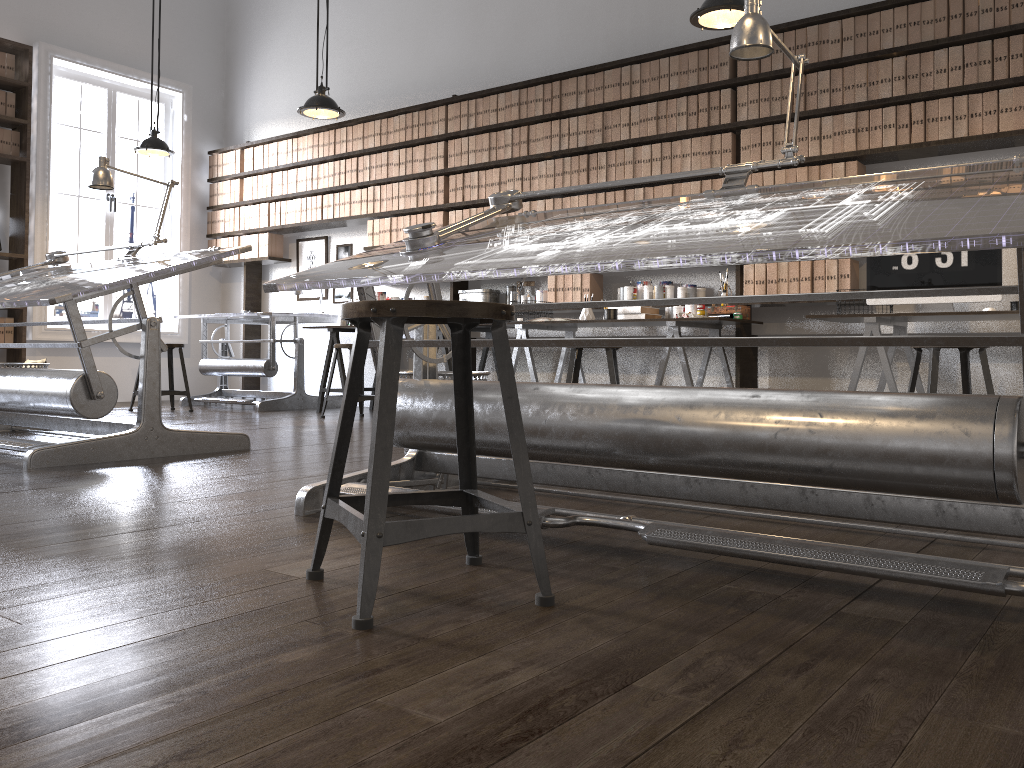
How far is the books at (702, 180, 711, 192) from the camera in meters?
5.5 m

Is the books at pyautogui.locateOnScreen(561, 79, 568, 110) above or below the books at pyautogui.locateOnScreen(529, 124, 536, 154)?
above

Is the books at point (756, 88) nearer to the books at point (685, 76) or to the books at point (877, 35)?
the books at point (685, 76)

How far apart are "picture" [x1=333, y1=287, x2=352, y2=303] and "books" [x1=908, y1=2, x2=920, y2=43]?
4.80m

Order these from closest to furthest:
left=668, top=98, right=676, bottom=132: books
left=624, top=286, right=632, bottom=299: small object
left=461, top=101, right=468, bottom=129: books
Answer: left=668, top=98, right=676, bottom=132: books, left=624, top=286, right=632, bottom=299: small object, left=461, top=101, right=468, bottom=129: books

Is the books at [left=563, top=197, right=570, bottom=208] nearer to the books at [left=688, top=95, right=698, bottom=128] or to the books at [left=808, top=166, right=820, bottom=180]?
the books at [left=688, top=95, right=698, bottom=128]

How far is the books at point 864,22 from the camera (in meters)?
4.93

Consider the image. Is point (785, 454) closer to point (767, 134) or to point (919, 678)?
point (919, 678)

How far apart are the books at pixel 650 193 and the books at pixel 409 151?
2.2m

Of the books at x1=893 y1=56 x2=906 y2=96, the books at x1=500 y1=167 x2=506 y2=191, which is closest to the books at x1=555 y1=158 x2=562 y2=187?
the books at x1=500 y1=167 x2=506 y2=191
